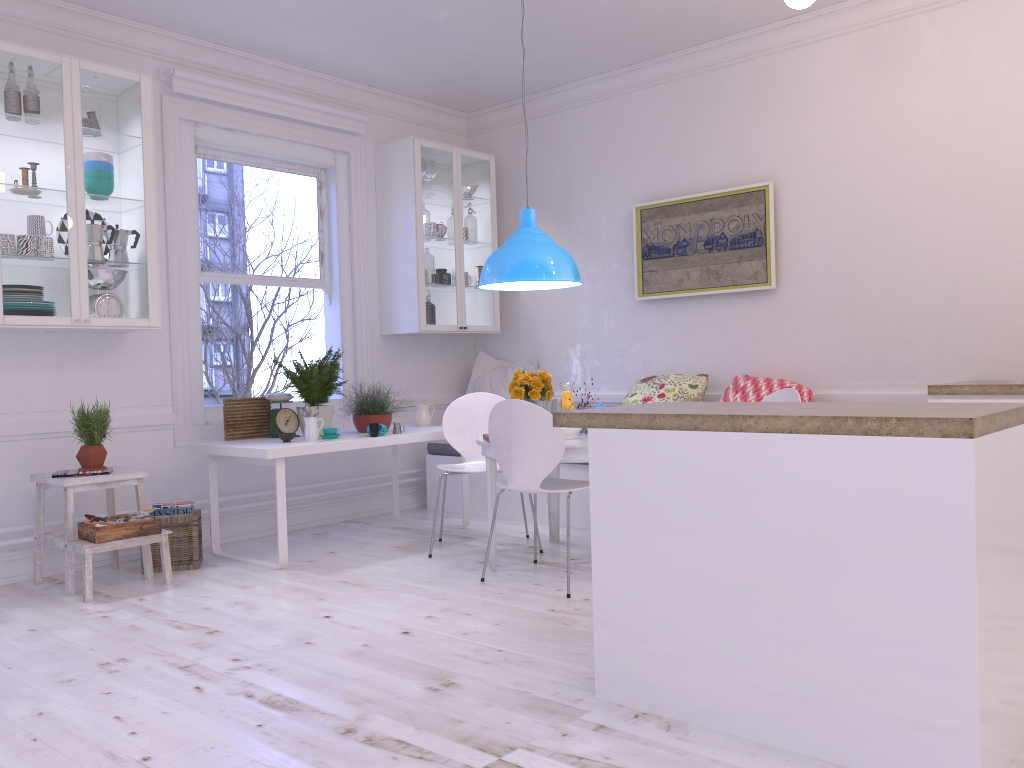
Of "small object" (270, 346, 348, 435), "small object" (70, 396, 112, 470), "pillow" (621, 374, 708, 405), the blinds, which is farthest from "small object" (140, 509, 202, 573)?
"pillow" (621, 374, 708, 405)

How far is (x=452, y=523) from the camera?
5.6m

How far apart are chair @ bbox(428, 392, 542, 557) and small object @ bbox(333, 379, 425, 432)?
0.4 meters

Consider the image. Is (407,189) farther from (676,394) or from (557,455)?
(557,455)

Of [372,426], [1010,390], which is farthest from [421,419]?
[1010,390]

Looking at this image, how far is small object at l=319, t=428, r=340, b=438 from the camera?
4.9m

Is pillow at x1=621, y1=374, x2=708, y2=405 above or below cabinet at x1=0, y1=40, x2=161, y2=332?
below

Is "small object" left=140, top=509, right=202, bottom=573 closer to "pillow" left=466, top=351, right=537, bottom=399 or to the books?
the books

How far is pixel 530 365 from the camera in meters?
6.5

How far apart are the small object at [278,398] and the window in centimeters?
46cm
